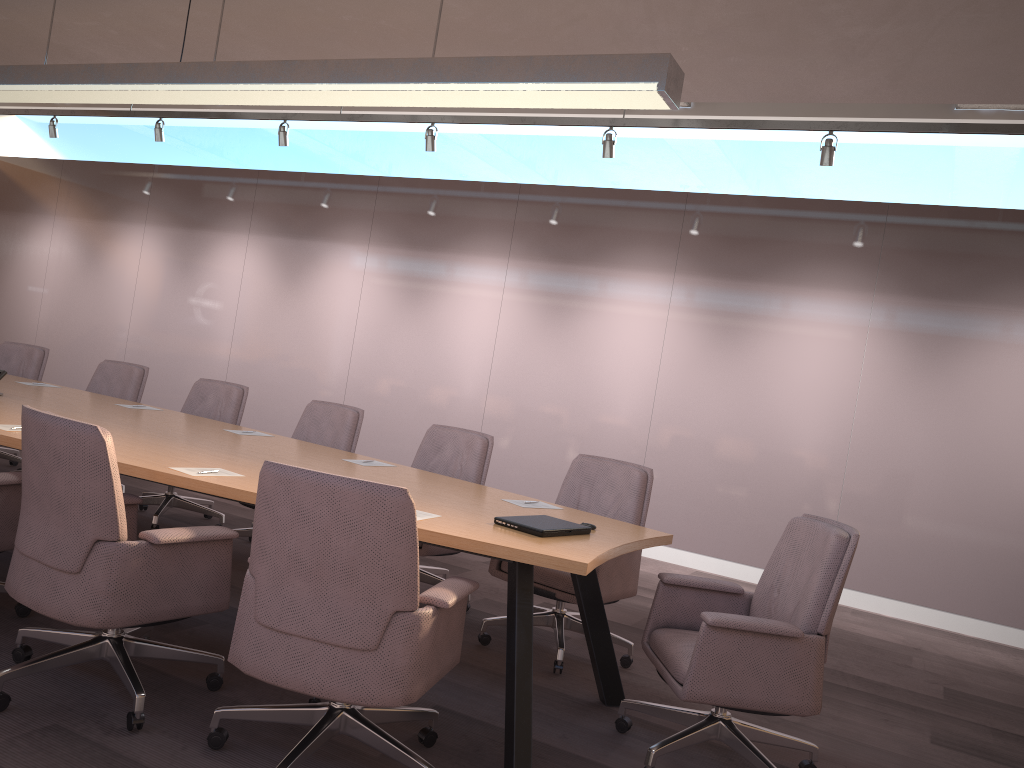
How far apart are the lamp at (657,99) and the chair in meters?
1.6 m

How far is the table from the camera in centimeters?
291cm

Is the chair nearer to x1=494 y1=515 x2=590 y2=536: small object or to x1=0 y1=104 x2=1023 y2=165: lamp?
x1=494 y1=515 x2=590 y2=536: small object

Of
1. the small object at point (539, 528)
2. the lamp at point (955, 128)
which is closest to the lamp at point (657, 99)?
the small object at point (539, 528)

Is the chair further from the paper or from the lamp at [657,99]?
the lamp at [657,99]

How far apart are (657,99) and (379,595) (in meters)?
2.06

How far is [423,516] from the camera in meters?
3.2 m

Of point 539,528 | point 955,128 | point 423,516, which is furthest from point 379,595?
point 955,128

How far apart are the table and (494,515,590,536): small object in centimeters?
3cm

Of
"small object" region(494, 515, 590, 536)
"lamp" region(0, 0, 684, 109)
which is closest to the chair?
"small object" region(494, 515, 590, 536)
